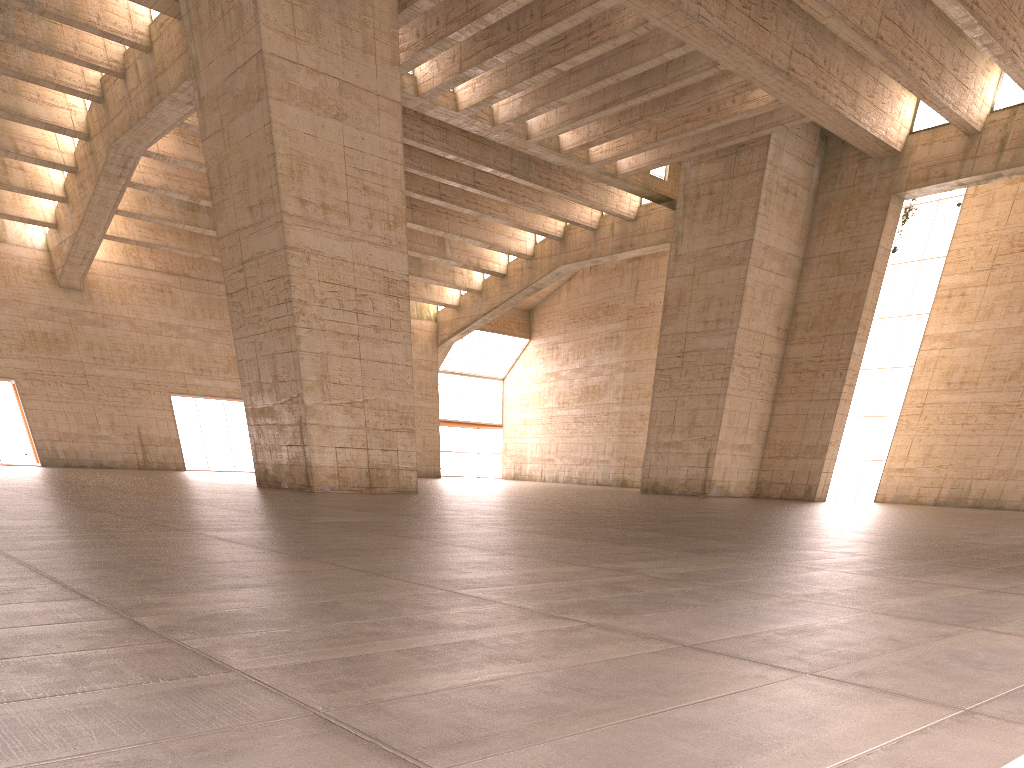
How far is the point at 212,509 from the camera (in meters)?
11.96
